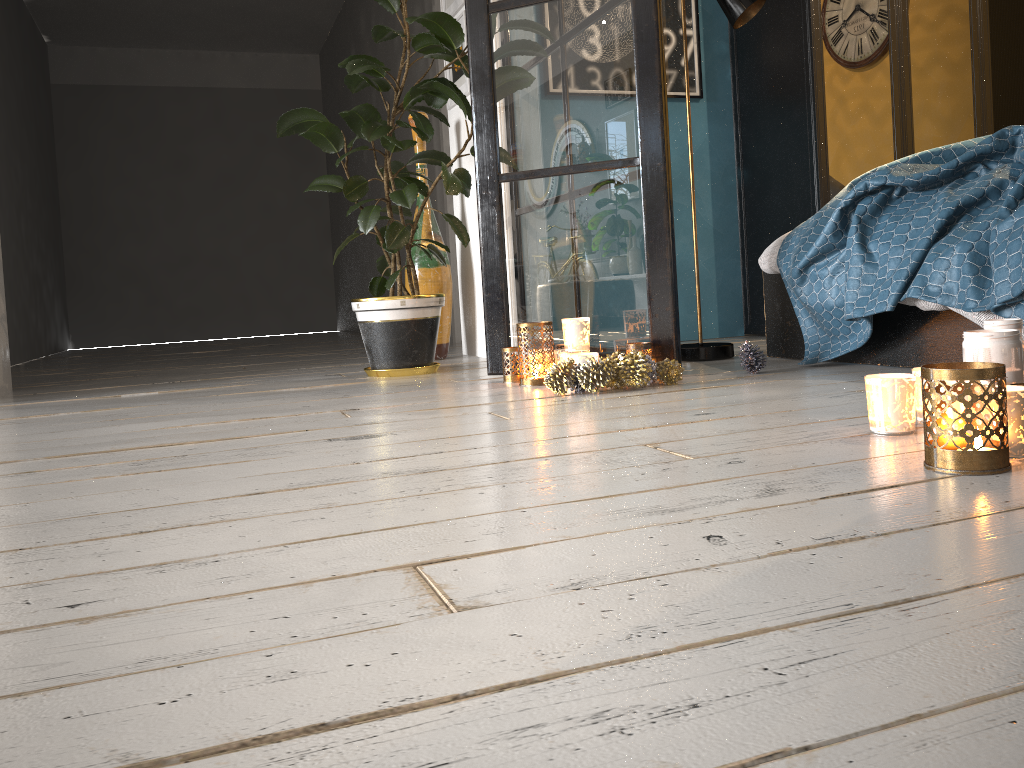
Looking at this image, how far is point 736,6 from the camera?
3.0 meters

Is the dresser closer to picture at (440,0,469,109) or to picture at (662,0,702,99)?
picture at (662,0,702,99)

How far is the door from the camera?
5.3m

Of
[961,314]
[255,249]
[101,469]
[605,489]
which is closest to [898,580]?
[605,489]

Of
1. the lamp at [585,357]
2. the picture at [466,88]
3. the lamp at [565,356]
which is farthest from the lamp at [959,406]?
the picture at [466,88]

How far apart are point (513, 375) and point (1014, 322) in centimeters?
150cm

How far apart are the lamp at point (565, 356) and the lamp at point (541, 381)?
0.10m

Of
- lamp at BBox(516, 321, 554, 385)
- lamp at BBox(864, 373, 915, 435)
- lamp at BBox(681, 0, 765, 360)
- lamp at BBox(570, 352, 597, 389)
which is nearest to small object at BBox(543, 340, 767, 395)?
lamp at BBox(570, 352, 597, 389)

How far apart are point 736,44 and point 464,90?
1.4 meters

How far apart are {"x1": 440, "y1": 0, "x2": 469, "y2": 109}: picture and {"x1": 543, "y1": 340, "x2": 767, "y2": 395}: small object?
1.9 meters
